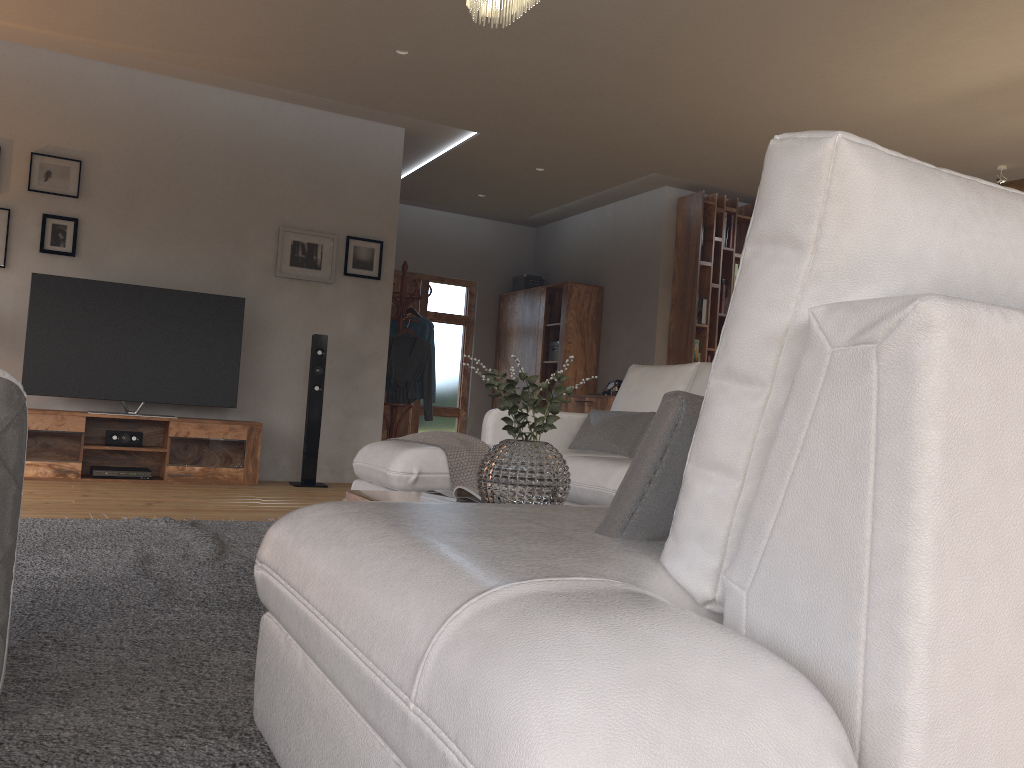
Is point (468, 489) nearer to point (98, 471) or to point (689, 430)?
point (689, 430)

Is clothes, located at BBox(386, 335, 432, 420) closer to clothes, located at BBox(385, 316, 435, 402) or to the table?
clothes, located at BBox(385, 316, 435, 402)

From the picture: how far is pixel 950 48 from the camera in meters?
4.7

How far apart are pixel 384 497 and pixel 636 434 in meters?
1.7 m

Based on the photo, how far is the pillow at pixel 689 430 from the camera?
1.2m

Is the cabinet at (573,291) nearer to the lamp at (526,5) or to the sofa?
the sofa

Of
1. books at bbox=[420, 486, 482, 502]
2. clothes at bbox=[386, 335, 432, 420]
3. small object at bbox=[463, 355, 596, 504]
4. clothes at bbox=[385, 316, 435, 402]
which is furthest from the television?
small object at bbox=[463, 355, 596, 504]

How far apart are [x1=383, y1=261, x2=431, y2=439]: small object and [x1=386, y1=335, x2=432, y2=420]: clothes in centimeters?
11cm

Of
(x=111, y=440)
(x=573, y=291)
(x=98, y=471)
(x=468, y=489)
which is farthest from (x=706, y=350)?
(x=468, y=489)

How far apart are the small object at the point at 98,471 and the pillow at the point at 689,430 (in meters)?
5.17
